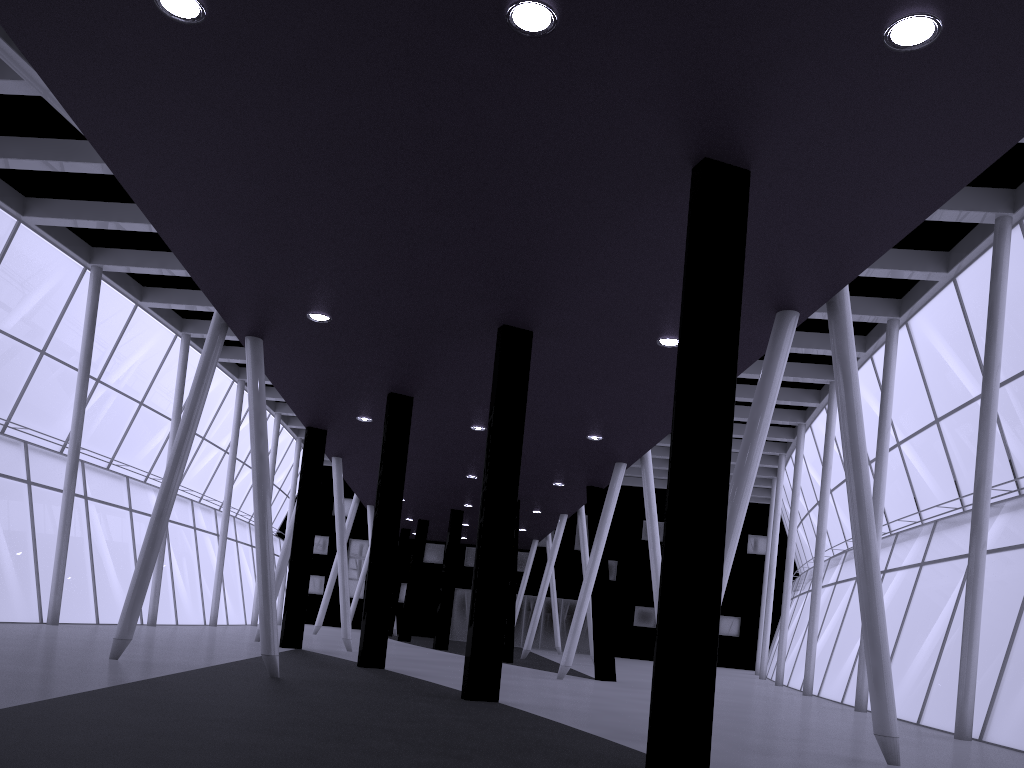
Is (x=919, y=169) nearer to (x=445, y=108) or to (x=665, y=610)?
(x=445, y=108)
